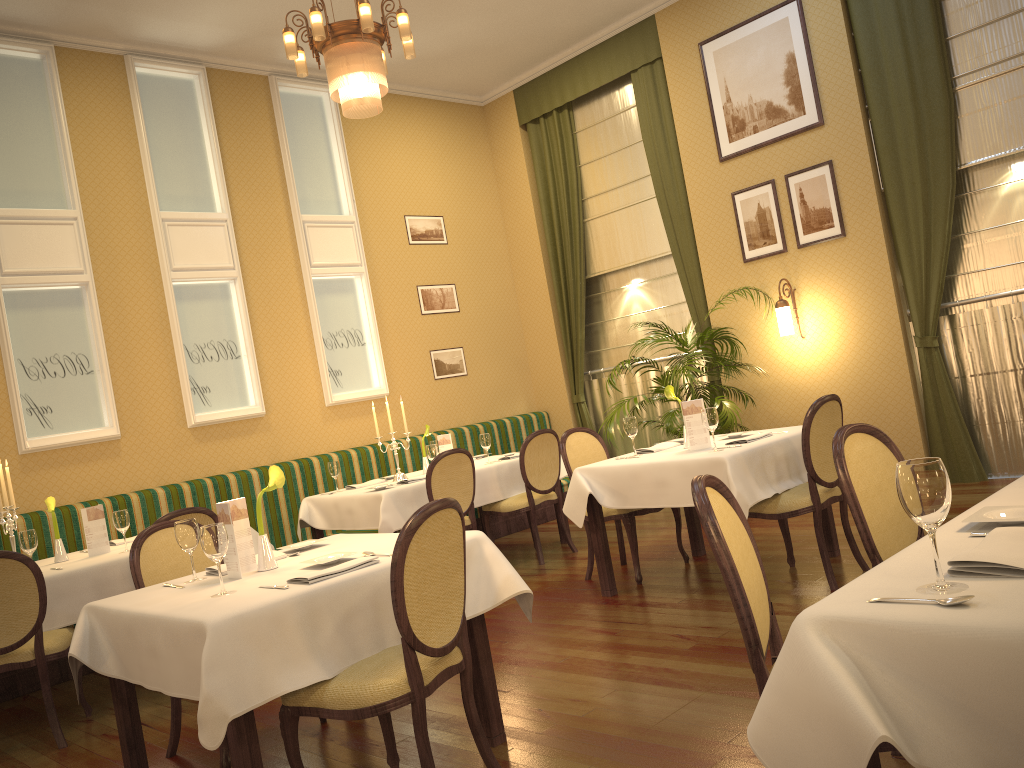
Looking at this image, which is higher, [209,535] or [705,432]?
[209,535]

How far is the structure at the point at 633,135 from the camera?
8.50m

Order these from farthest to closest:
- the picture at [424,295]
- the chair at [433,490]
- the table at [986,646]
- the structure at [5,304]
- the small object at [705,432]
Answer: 1. the picture at [424,295]
2. the structure at [5,304]
3. the chair at [433,490]
4. the small object at [705,432]
5. the table at [986,646]

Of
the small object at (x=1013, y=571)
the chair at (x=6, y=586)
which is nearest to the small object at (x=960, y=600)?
the small object at (x=1013, y=571)

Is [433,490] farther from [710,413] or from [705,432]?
[710,413]

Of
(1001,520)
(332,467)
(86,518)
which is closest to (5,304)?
(86,518)

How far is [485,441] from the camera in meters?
6.7 m

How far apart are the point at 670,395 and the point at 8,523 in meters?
3.7 m

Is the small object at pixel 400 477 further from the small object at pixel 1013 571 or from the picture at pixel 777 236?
the small object at pixel 1013 571

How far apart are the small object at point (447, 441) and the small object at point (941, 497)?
5.4m
